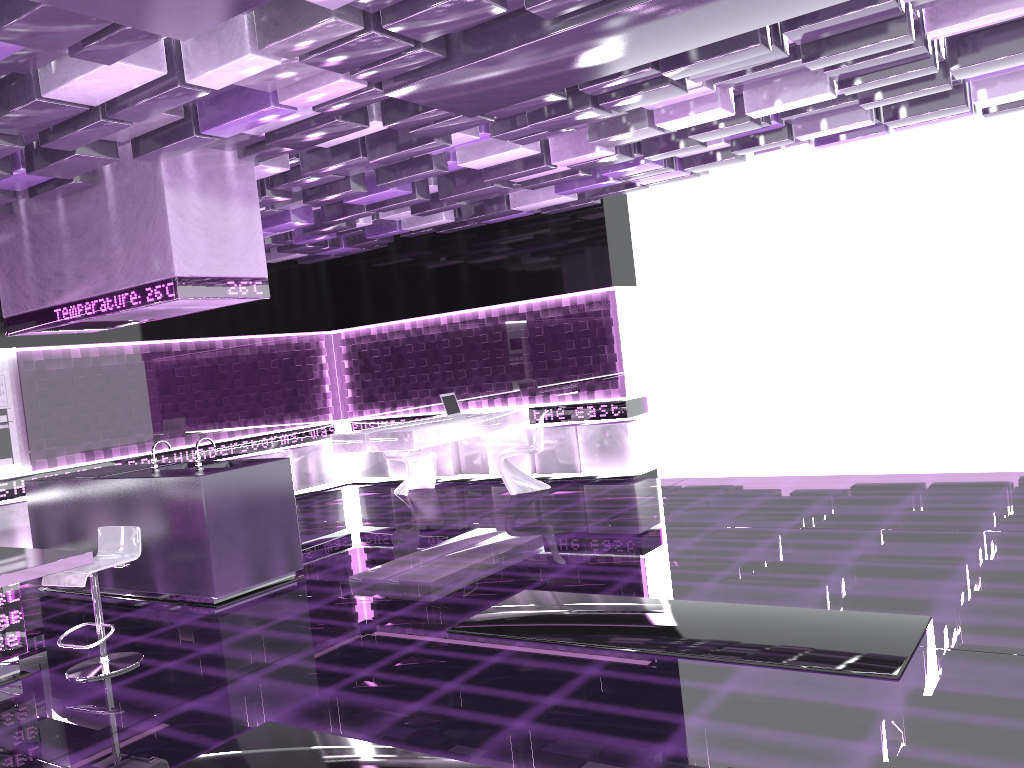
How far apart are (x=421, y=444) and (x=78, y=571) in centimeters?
437cm

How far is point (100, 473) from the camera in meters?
7.1

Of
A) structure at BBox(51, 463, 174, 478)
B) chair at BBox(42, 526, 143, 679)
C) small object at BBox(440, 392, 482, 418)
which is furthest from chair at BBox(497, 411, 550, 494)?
chair at BBox(42, 526, 143, 679)

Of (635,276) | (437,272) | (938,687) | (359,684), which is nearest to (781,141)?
(635,276)

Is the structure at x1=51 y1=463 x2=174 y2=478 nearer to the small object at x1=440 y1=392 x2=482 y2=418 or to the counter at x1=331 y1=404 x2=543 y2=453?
the counter at x1=331 y1=404 x2=543 y2=453

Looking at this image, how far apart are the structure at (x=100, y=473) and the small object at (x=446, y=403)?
3.6 meters

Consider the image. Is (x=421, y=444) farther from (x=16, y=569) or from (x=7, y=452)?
(x=16, y=569)

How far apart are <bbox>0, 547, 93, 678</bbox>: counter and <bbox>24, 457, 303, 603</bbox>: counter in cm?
126

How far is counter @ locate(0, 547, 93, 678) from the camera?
4.3m

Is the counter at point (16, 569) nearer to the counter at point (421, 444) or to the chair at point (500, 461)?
the counter at point (421, 444)
